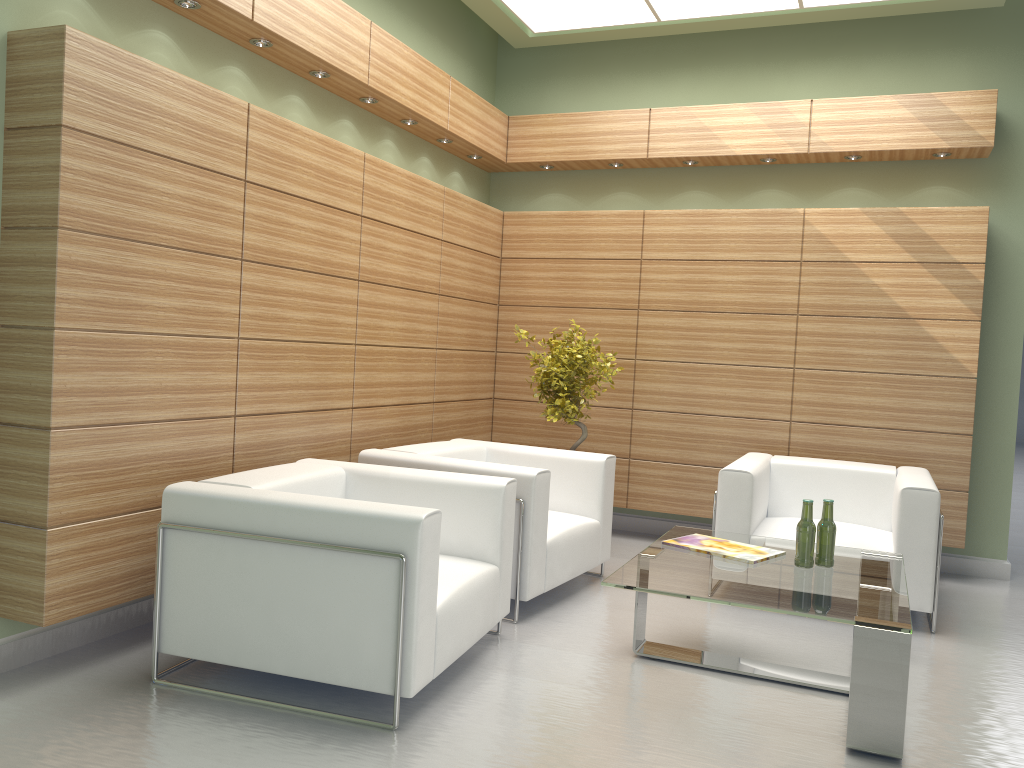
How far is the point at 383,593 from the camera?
5.02m

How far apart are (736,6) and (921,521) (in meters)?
5.72

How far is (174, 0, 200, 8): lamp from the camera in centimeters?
628cm

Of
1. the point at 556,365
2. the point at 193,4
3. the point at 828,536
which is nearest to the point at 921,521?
the point at 828,536

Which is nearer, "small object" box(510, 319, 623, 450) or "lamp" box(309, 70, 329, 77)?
"lamp" box(309, 70, 329, 77)

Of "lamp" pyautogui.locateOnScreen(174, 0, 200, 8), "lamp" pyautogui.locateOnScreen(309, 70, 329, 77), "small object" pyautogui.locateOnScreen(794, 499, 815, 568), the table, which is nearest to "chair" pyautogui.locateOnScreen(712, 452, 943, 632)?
the table

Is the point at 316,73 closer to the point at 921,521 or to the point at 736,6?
the point at 736,6

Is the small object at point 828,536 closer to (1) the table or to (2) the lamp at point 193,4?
(1) the table

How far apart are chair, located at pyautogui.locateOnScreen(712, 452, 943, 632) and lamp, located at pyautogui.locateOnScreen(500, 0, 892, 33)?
4.7 meters

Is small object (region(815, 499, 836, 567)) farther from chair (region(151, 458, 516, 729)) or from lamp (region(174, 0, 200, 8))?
lamp (region(174, 0, 200, 8))
